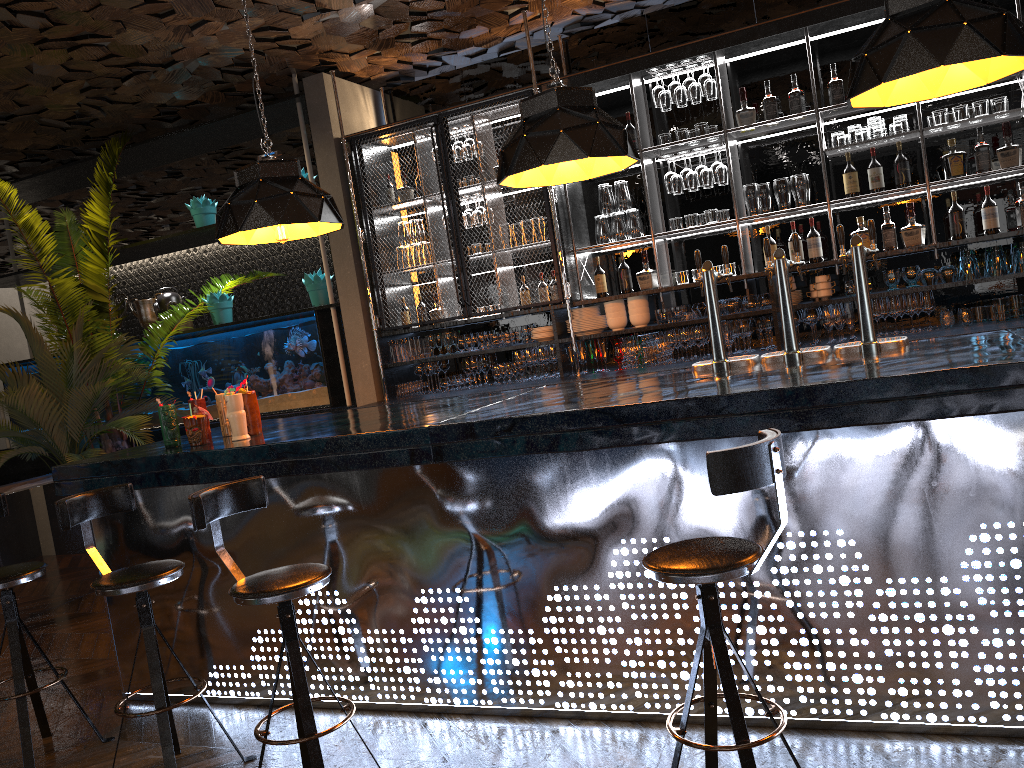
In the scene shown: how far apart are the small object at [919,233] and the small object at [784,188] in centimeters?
72cm

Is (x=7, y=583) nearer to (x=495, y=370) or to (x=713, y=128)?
(x=495, y=370)

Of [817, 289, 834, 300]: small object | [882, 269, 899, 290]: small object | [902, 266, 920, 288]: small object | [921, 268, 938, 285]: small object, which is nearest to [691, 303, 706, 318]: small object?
[817, 289, 834, 300]: small object

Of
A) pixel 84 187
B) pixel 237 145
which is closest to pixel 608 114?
pixel 237 145

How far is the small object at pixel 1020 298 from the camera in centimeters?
519cm

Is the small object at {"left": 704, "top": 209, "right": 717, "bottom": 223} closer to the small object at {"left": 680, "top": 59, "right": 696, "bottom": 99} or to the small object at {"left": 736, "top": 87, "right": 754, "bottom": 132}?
the small object at {"left": 736, "top": 87, "right": 754, "bottom": 132}

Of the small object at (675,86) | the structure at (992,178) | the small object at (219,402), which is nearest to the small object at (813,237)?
the structure at (992,178)

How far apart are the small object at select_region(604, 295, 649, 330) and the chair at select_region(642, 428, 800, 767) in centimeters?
369cm

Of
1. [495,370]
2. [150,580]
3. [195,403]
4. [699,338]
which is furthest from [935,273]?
[150,580]

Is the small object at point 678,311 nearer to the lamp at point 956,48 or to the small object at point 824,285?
the small object at point 824,285
